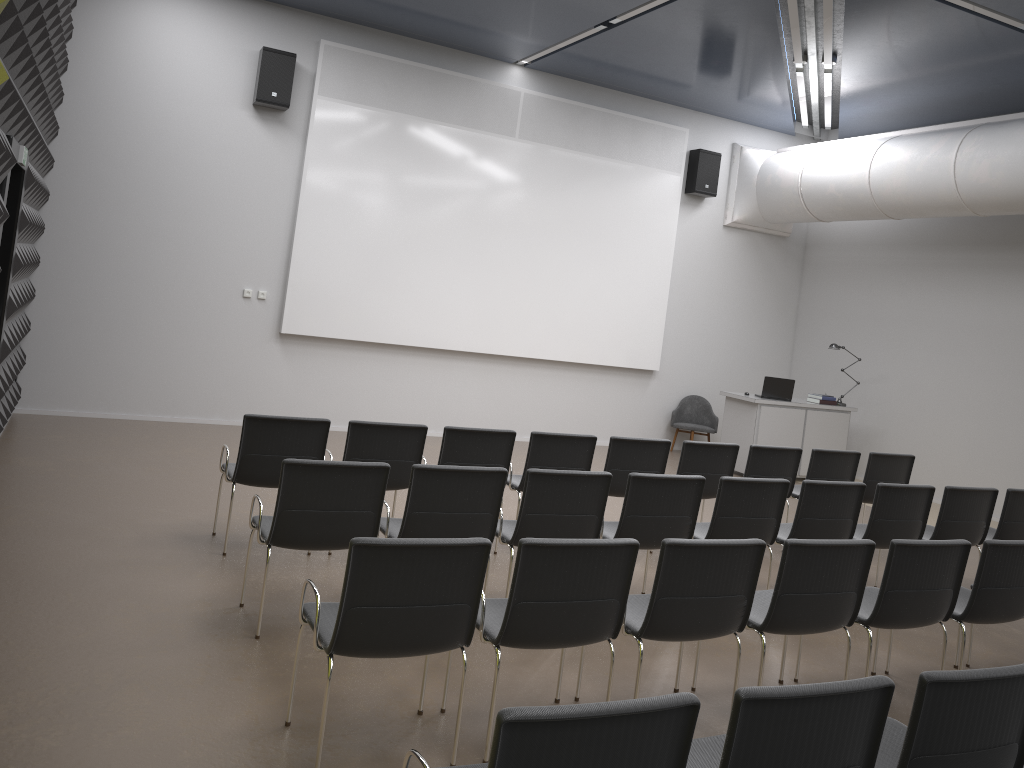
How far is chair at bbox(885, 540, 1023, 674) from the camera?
4.7m

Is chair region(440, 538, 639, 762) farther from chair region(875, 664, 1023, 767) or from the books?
the books

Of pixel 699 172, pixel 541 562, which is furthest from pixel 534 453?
pixel 699 172

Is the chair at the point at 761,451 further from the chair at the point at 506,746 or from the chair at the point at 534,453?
the chair at the point at 506,746

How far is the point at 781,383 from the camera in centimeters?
1115cm

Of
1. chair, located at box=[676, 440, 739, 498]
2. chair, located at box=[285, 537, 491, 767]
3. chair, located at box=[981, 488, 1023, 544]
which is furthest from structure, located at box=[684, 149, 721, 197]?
chair, located at box=[285, 537, 491, 767]

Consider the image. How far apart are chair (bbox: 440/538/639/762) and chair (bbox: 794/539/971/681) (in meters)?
1.49

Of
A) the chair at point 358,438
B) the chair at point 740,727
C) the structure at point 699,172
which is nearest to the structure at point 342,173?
the structure at point 699,172

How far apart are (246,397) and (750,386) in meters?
7.4 m

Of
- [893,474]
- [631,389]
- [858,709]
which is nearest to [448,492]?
[858,709]
